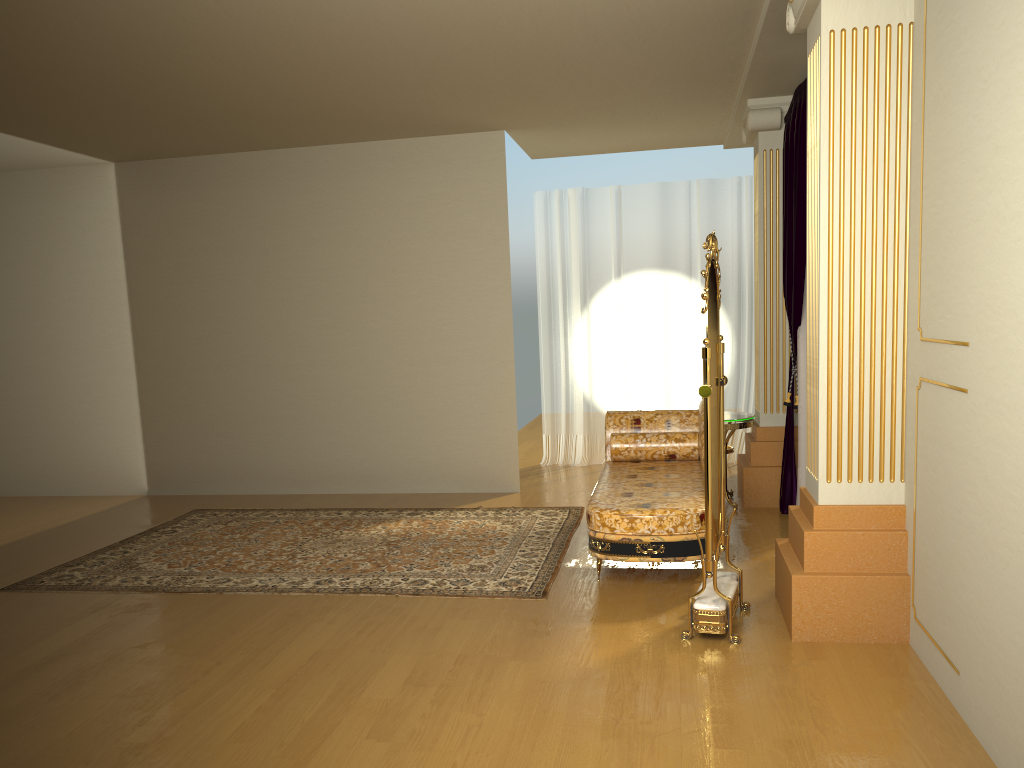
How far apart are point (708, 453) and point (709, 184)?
4.8m

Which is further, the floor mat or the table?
the table

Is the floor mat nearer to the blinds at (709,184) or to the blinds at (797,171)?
the blinds at (797,171)

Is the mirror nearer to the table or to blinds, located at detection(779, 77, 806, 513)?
blinds, located at detection(779, 77, 806, 513)

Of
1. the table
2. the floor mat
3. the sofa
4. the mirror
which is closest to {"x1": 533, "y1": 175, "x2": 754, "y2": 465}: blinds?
the table

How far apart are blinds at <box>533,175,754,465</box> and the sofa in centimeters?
219cm

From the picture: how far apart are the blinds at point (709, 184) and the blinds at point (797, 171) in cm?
192

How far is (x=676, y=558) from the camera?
4.2m

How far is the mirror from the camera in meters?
3.6 m

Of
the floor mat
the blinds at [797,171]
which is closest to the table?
the blinds at [797,171]
